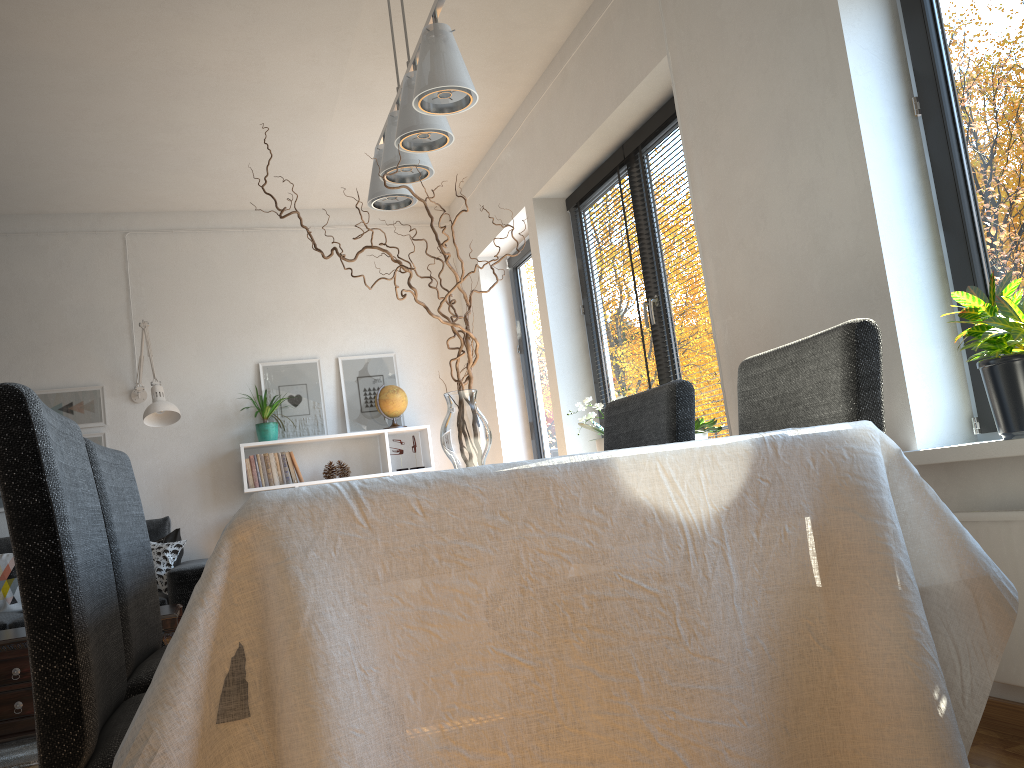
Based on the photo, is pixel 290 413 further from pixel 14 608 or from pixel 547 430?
pixel 14 608

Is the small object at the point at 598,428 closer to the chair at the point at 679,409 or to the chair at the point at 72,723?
the chair at the point at 679,409

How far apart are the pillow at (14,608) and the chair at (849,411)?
4.13m

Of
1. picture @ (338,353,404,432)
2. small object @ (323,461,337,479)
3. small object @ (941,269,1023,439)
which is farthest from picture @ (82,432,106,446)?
small object @ (941,269,1023,439)

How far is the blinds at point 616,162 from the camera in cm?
414

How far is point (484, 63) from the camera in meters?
4.3 m

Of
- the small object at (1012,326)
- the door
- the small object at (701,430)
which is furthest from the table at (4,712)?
the small object at (1012,326)

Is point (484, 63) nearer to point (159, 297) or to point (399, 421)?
point (399, 421)

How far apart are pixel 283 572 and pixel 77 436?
0.7m

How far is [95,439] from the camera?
5.4m
